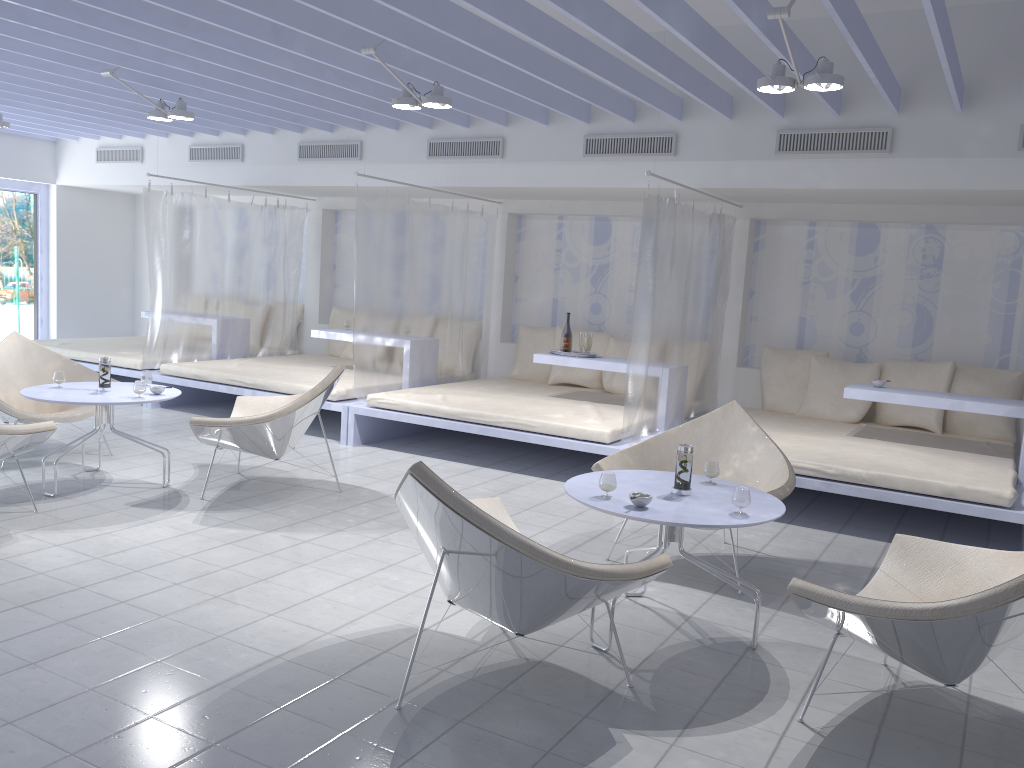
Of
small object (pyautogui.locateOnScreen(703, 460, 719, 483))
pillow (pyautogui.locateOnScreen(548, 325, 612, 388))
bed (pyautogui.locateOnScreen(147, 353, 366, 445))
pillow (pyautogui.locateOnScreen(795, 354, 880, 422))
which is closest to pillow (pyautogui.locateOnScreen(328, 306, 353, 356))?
bed (pyautogui.locateOnScreen(147, 353, 366, 445))

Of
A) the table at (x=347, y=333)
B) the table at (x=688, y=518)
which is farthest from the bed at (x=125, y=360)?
the table at (x=688, y=518)

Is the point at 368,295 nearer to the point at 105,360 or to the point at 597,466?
the point at 105,360

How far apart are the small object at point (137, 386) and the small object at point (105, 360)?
0.3 meters

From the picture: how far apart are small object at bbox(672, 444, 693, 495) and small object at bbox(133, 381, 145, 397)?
3.0m

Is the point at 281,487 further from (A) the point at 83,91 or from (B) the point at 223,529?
(A) the point at 83,91

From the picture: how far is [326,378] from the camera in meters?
5.0

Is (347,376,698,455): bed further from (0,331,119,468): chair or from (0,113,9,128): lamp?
(0,113,9,128): lamp

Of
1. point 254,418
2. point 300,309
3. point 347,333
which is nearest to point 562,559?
point 254,418

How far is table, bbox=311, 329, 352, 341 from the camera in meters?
7.5
